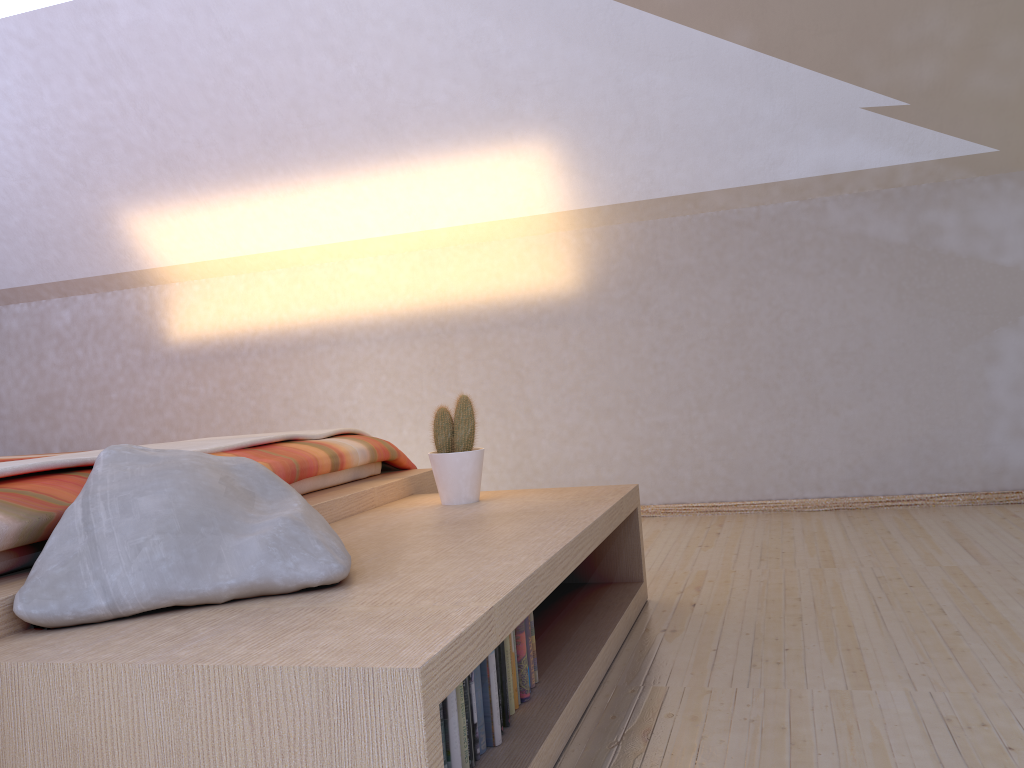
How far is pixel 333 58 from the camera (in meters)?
3.41

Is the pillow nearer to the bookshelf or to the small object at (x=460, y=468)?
the bookshelf

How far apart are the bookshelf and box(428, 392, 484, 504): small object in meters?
0.0 m

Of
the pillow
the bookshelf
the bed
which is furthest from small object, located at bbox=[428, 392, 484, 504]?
the pillow

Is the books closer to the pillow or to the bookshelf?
the bookshelf

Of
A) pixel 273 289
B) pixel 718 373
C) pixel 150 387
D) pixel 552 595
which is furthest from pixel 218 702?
pixel 150 387

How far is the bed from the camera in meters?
1.3 m

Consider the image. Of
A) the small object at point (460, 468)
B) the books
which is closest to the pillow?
the books

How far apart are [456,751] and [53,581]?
0.60m

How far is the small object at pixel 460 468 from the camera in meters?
2.2 m
